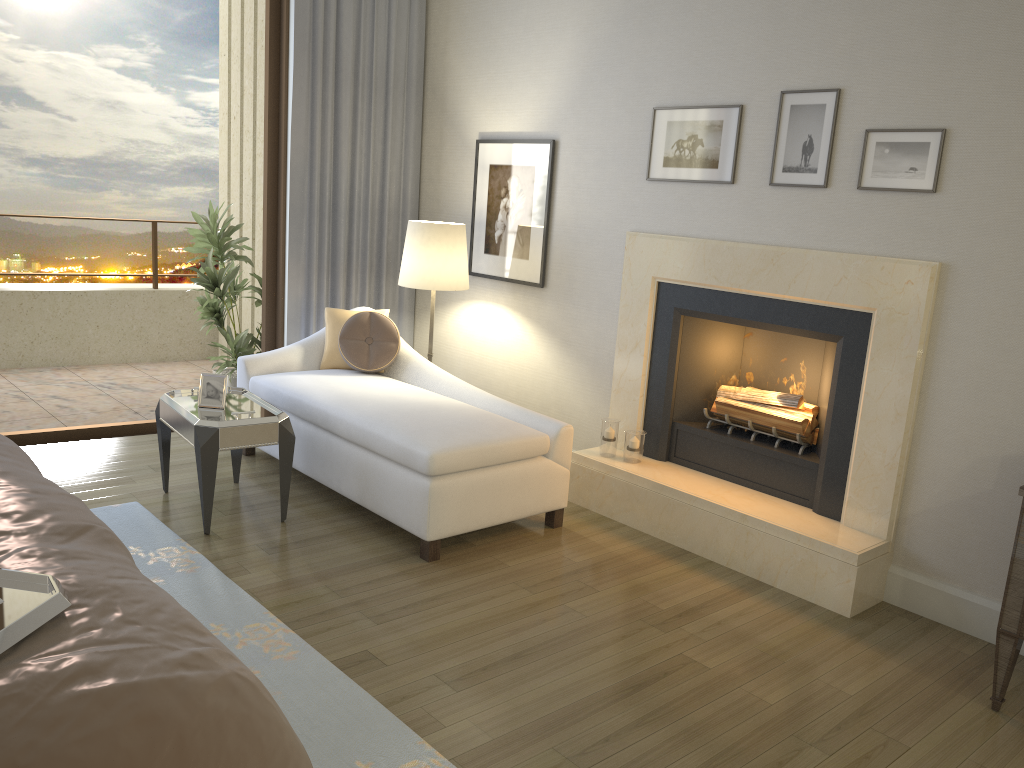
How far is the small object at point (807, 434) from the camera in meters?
3.8

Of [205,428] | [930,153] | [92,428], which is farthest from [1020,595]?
[92,428]

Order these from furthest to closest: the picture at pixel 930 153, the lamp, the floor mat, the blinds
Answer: the blinds → the lamp → the picture at pixel 930 153 → the floor mat

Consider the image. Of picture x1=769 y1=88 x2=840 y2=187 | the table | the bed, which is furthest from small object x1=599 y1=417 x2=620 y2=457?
the bed

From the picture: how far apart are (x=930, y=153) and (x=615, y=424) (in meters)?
1.80

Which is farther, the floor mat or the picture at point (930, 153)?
the picture at point (930, 153)

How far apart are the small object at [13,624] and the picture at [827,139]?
3.10m

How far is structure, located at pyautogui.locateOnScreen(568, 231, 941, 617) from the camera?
3.4m

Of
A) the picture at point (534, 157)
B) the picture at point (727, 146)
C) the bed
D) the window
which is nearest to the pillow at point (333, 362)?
the window

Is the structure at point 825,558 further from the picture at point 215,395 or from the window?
the window
